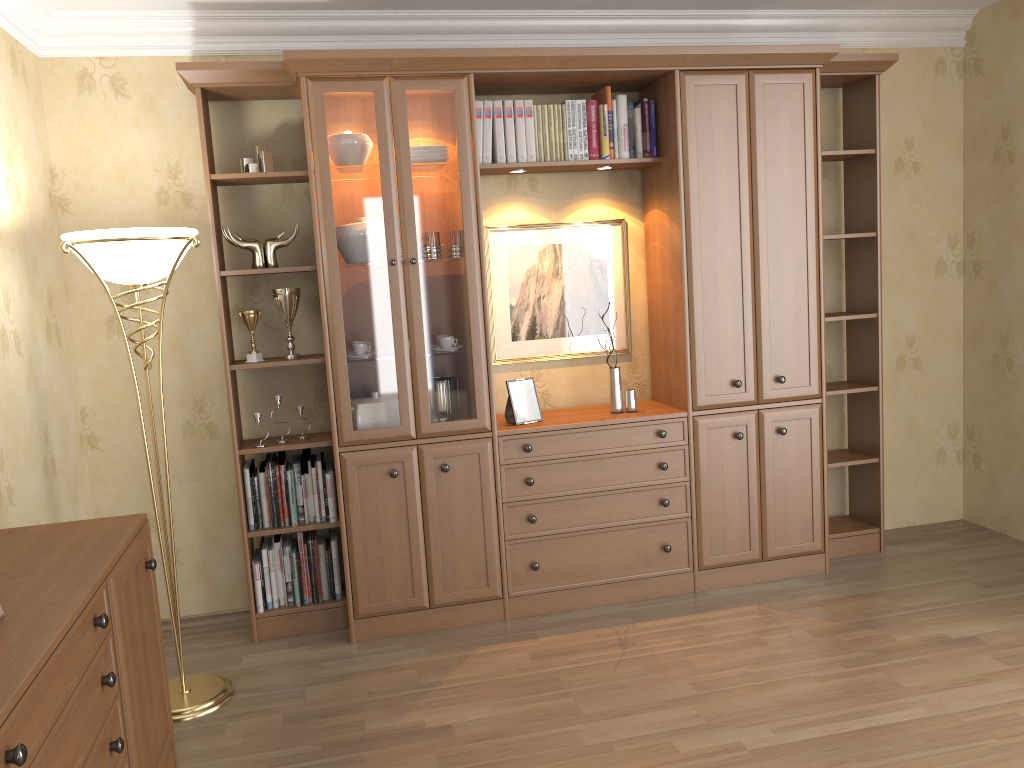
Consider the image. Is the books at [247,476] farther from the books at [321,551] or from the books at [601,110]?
the books at [601,110]

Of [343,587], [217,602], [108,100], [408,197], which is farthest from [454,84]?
[217,602]

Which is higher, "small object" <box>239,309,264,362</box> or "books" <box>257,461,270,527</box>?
"small object" <box>239,309,264,362</box>

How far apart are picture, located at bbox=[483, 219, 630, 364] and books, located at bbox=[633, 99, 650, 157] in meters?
0.4

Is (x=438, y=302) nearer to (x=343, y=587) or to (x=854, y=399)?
(x=343, y=587)

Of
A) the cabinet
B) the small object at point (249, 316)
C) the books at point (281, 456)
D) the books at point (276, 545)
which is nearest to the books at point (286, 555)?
the books at point (276, 545)

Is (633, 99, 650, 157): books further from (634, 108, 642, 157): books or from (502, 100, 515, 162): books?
(502, 100, 515, 162): books

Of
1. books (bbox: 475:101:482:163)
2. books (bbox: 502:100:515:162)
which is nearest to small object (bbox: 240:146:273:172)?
books (bbox: 475:101:482:163)

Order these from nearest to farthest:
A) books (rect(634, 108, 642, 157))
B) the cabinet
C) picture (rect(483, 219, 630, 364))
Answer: the cabinet < books (rect(634, 108, 642, 157)) < picture (rect(483, 219, 630, 364))

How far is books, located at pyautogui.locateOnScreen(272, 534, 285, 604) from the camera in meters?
3.8
